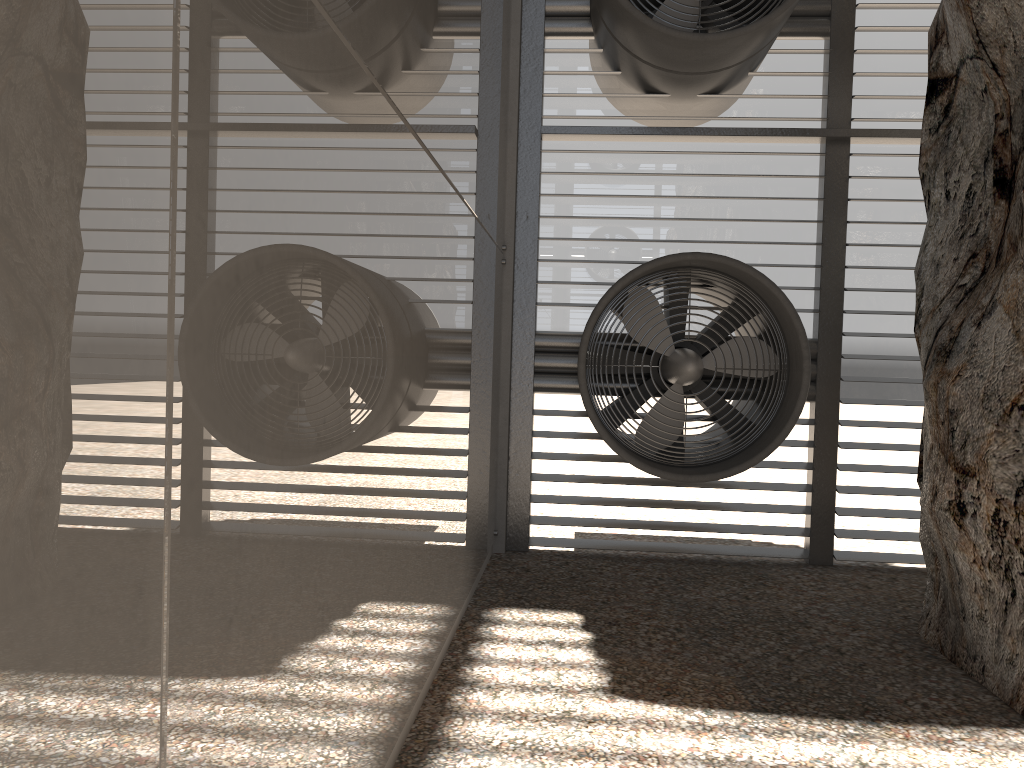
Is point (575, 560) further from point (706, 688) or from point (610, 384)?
point (706, 688)
